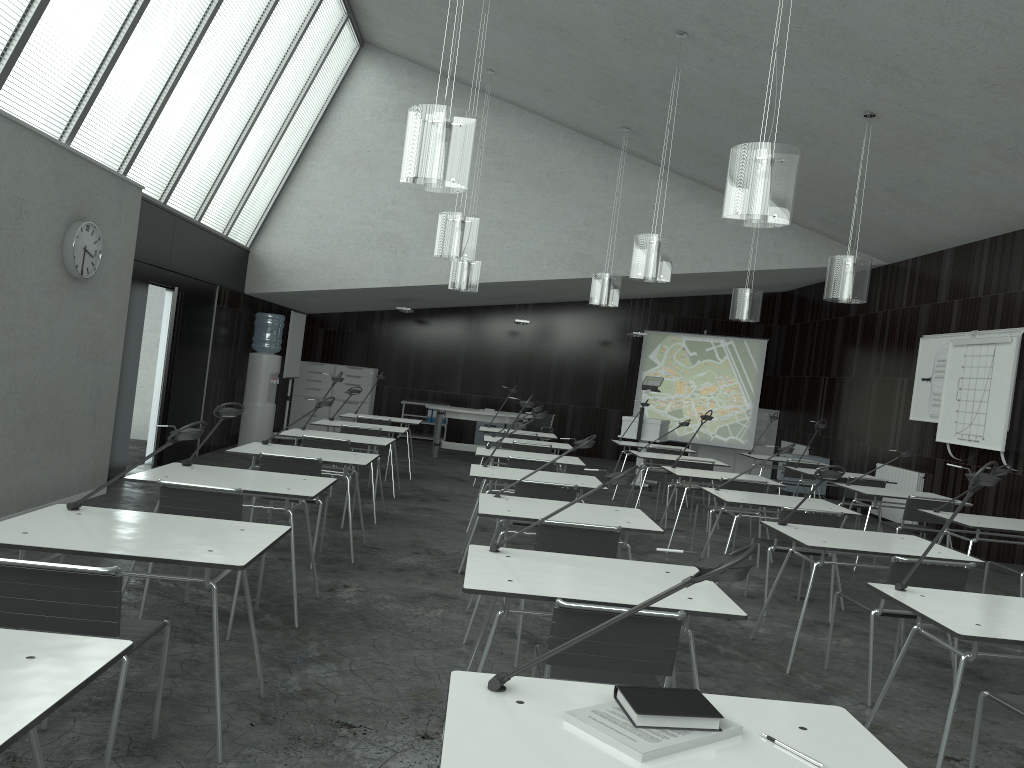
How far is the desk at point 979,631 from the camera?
2.9 meters

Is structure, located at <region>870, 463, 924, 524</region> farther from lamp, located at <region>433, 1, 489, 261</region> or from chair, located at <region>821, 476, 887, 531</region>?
lamp, located at <region>433, 1, 489, 261</region>

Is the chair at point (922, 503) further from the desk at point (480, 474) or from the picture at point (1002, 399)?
the desk at point (480, 474)

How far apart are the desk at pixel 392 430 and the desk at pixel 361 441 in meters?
0.9 m

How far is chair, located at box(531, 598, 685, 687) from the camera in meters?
2.6

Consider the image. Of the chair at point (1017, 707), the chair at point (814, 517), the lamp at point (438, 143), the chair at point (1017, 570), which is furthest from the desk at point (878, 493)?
the lamp at point (438, 143)

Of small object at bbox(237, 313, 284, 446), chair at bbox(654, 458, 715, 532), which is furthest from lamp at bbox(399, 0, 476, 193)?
small object at bbox(237, 313, 284, 446)

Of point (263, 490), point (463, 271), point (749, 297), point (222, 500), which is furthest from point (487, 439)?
point (222, 500)

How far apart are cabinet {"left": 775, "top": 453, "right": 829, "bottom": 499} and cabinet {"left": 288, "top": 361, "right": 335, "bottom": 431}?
7.4m

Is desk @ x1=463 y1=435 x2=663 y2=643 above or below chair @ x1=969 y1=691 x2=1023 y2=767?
above
